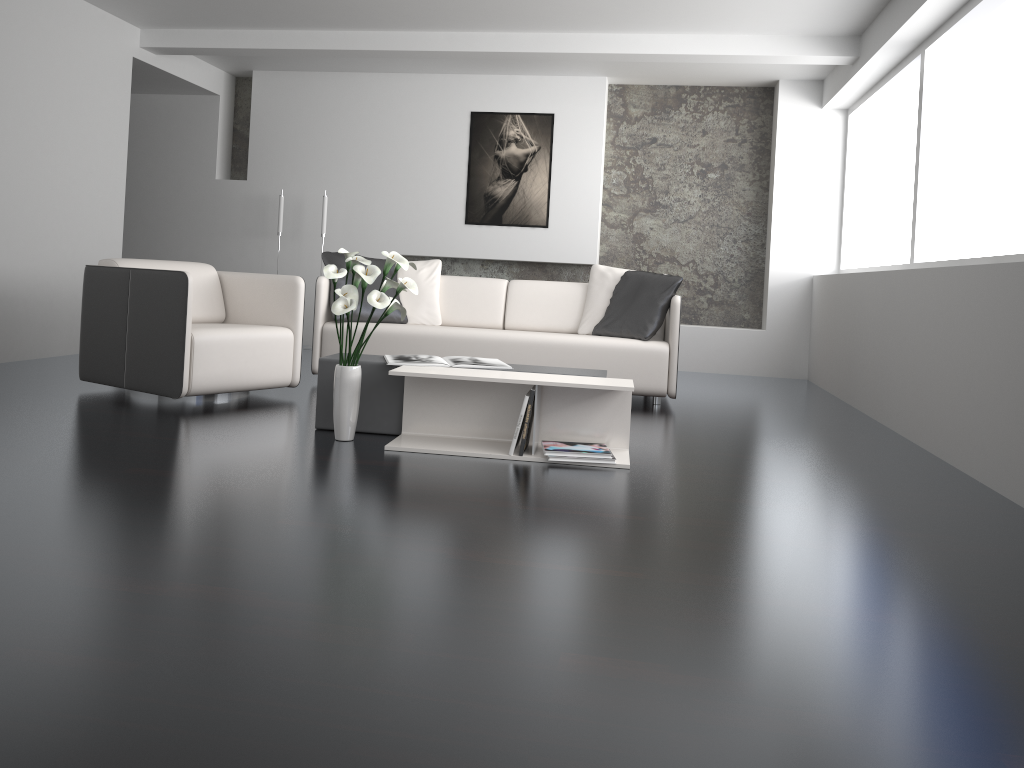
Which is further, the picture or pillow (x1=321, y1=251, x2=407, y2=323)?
the picture

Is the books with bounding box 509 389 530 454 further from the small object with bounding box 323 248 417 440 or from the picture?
the picture

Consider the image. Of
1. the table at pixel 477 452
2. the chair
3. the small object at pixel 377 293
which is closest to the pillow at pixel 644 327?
the table at pixel 477 452

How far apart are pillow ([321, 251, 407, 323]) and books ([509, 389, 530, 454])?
2.3m

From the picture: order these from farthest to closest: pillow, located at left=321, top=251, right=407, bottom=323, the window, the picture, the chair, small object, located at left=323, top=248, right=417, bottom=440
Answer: the picture
pillow, located at left=321, top=251, right=407, bottom=323
the window
the chair
small object, located at left=323, top=248, right=417, bottom=440

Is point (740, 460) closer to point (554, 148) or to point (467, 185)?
point (554, 148)

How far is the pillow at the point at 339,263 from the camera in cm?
553

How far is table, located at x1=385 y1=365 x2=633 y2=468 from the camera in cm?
353

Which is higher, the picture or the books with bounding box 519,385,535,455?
the picture

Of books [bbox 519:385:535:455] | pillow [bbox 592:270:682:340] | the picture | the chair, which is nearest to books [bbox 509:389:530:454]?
books [bbox 519:385:535:455]
